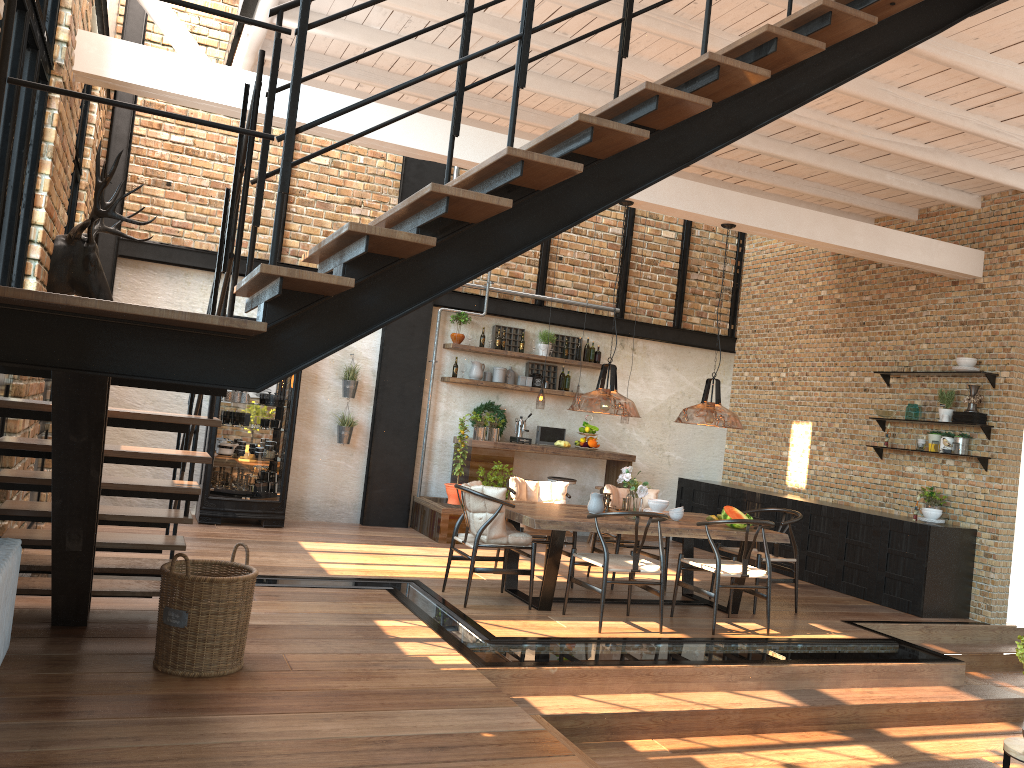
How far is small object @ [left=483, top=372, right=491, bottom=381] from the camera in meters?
10.6 m

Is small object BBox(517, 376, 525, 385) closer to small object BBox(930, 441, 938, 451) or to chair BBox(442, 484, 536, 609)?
chair BBox(442, 484, 536, 609)

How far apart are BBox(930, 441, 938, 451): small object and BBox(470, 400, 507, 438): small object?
4.7 meters

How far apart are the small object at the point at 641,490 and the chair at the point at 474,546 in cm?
87

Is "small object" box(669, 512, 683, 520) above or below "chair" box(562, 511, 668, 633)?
above

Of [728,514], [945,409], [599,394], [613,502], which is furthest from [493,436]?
[599,394]

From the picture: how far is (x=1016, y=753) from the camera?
4.1m

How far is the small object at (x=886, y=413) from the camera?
9.28m

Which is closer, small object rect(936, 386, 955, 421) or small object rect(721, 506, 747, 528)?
small object rect(721, 506, 747, 528)

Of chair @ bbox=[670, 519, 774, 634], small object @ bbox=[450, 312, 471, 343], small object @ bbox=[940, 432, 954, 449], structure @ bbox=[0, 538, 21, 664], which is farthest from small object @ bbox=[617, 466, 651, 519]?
structure @ bbox=[0, 538, 21, 664]
